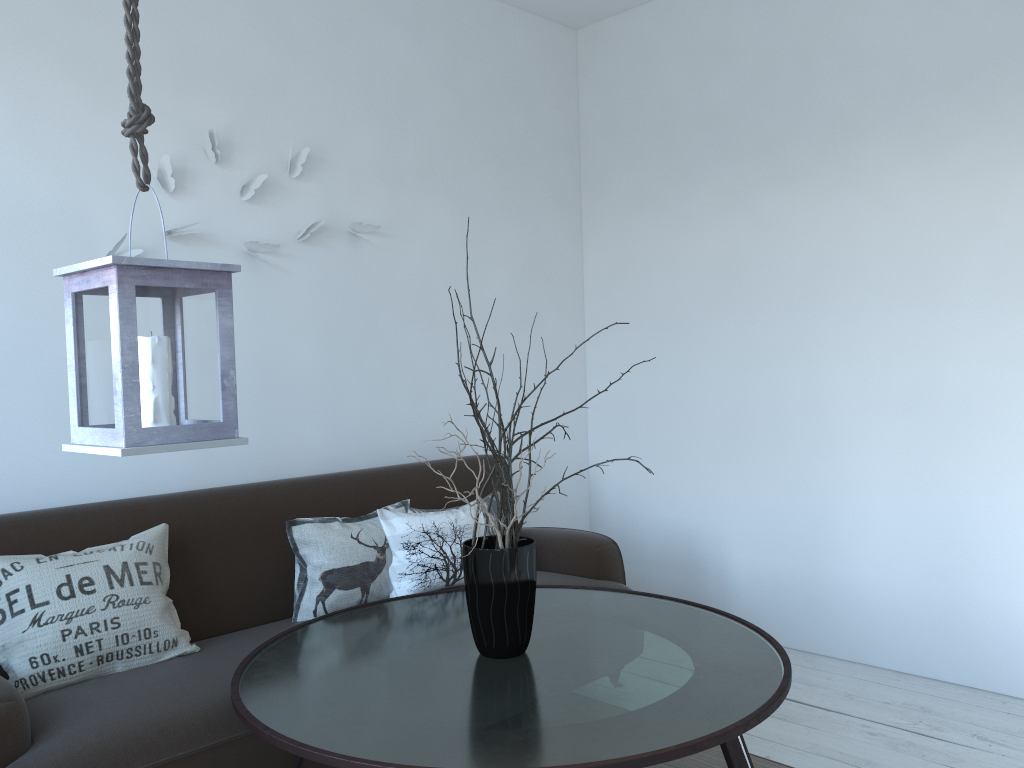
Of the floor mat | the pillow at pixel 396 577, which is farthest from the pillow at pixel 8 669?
the floor mat

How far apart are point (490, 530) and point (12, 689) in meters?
1.7

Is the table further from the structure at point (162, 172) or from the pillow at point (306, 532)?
the structure at point (162, 172)

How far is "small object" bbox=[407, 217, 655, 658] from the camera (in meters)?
2.05

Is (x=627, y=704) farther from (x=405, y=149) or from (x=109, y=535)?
(x=405, y=149)

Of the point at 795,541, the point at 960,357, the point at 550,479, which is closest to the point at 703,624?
the point at 795,541

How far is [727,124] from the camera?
3.8 meters

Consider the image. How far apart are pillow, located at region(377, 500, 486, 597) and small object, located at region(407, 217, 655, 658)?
0.7 meters

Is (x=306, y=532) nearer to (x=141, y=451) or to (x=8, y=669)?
(x=8, y=669)

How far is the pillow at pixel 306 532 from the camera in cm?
271
